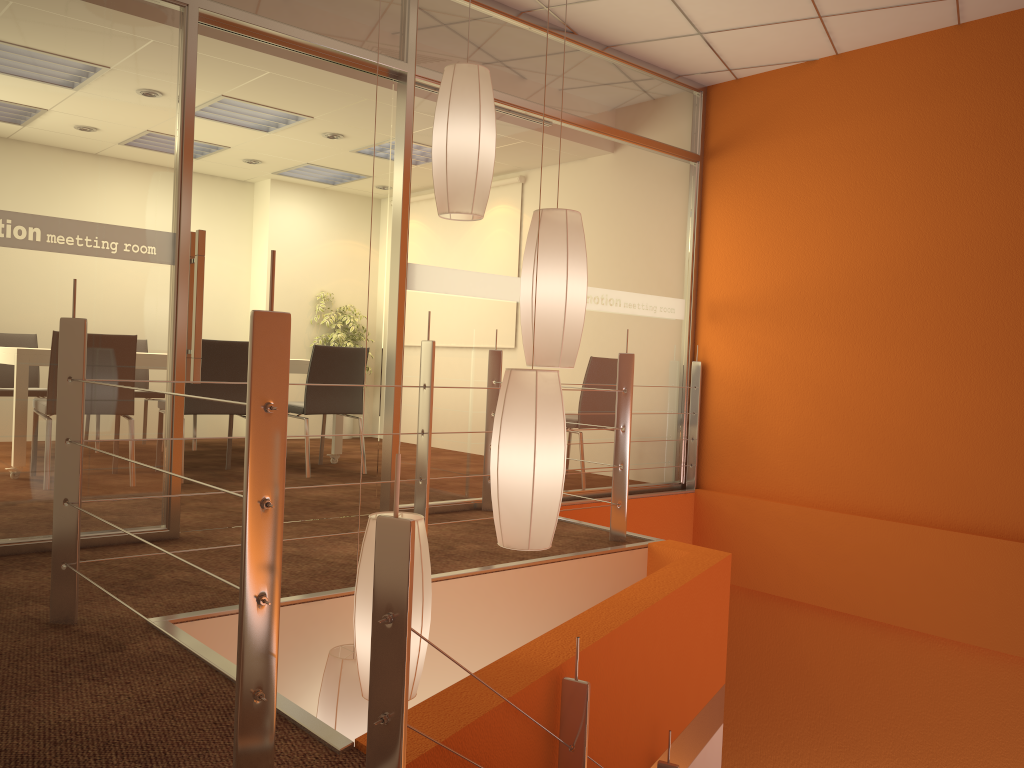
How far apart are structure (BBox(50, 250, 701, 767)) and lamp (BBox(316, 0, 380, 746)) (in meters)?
0.57

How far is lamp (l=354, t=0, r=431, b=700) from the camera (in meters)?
2.16

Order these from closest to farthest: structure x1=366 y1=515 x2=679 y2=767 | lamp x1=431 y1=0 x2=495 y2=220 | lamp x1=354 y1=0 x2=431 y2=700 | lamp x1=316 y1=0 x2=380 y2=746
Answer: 1. structure x1=366 y1=515 x2=679 y2=767
2. lamp x1=354 y1=0 x2=431 y2=700
3. lamp x1=316 y1=0 x2=380 y2=746
4. lamp x1=431 y1=0 x2=495 y2=220

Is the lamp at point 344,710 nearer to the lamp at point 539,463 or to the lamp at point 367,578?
the lamp at point 367,578

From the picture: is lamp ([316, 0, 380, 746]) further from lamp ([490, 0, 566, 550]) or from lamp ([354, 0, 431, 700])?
lamp ([490, 0, 566, 550])

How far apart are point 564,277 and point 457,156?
0.5 meters

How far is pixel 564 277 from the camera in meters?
2.5 m

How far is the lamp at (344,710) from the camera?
2.5m

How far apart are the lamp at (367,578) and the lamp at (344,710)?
0.3m

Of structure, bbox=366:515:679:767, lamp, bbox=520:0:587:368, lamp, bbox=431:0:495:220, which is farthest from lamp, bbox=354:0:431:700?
lamp, bbox=431:0:495:220
